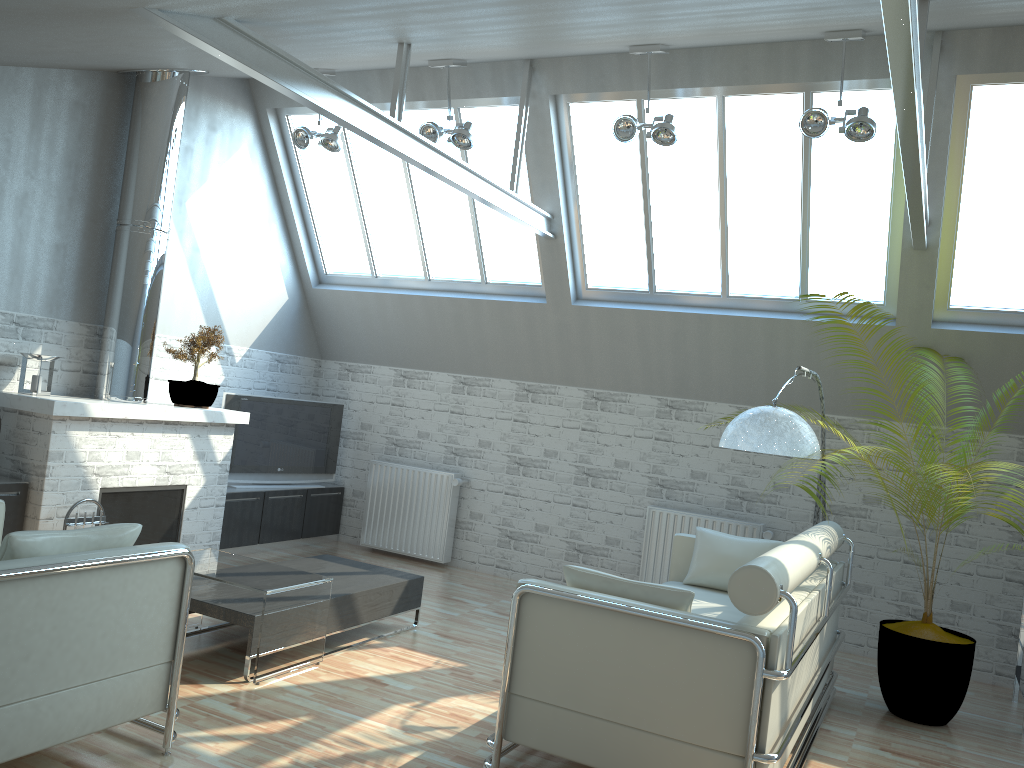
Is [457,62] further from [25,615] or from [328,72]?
[25,615]

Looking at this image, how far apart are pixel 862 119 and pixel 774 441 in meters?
3.8 m

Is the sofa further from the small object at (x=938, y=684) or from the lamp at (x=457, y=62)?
the lamp at (x=457, y=62)

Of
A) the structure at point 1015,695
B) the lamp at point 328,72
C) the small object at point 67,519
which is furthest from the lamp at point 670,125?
the small object at point 67,519

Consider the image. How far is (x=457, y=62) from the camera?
11.79m

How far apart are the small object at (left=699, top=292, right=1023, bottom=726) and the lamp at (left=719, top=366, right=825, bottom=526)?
1.07m

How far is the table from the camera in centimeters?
839cm

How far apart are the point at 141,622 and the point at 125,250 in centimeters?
719cm

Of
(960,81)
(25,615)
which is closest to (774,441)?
(960,81)

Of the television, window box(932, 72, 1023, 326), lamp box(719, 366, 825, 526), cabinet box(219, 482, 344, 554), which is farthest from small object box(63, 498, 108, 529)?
window box(932, 72, 1023, 326)
